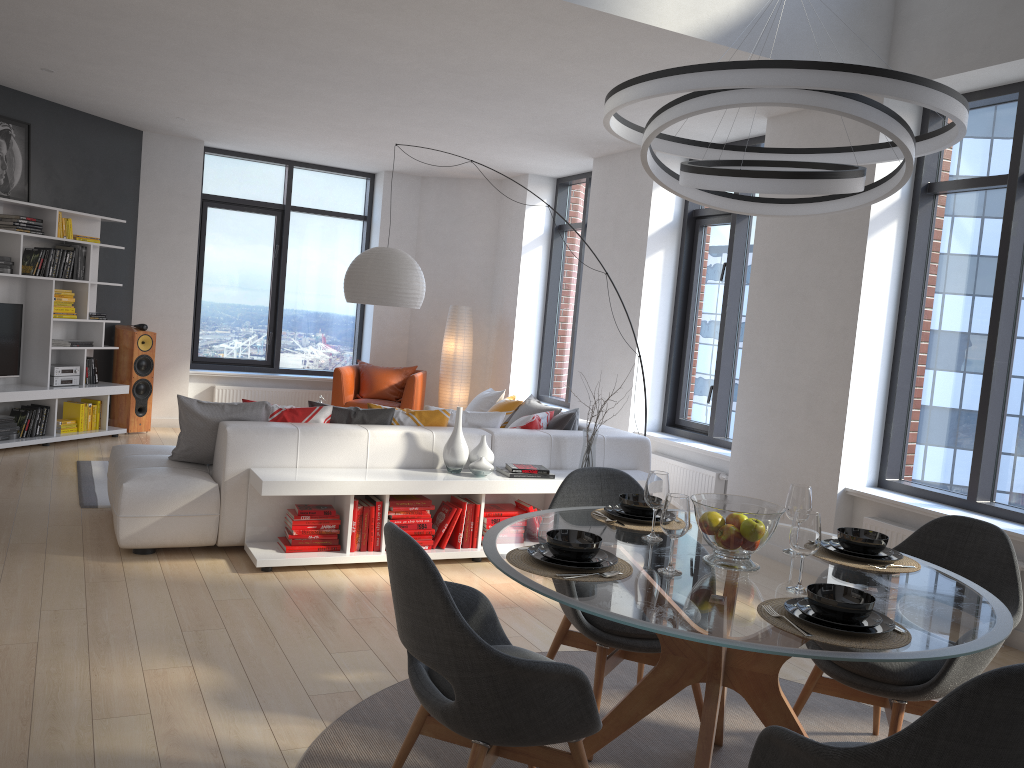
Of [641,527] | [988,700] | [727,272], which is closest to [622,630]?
[641,527]

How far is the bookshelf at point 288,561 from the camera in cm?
470

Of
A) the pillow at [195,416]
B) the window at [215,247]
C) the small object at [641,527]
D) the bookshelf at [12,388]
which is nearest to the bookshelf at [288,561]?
the pillow at [195,416]

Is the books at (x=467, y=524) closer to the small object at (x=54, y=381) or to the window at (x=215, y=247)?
the small object at (x=54, y=381)

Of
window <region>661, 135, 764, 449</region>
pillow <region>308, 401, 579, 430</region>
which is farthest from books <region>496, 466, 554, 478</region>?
window <region>661, 135, 764, 449</region>

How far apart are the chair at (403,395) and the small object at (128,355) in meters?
1.8 m

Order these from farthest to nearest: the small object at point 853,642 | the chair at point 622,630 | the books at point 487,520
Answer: the books at point 487,520 < the chair at point 622,630 < the small object at point 853,642

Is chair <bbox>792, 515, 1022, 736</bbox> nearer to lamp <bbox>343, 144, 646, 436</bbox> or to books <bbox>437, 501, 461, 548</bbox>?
books <bbox>437, 501, 461, 548</bbox>

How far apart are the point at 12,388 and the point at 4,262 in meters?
1.0

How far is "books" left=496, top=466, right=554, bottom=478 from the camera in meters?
5.4 m
